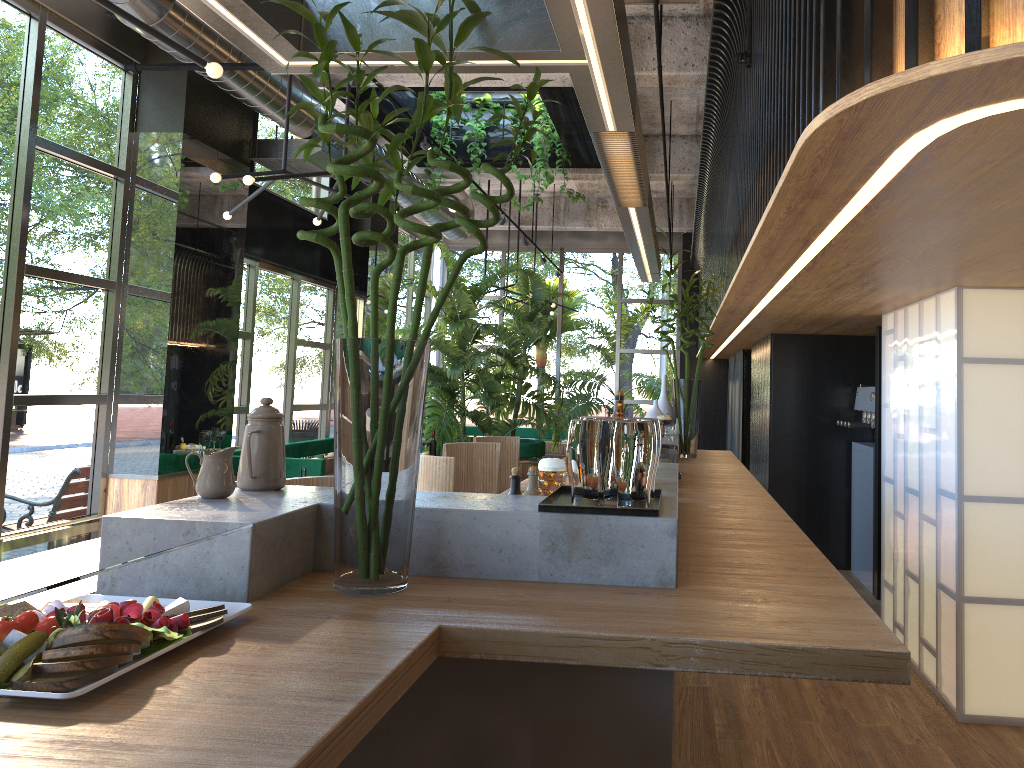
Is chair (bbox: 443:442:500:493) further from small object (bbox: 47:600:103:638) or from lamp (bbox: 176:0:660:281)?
small object (bbox: 47:600:103:638)

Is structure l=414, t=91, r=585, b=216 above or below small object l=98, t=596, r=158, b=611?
above

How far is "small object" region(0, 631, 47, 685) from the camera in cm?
119

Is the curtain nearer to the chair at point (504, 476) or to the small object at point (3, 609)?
the chair at point (504, 476)

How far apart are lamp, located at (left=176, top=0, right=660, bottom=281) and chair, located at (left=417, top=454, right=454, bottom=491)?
1.5m

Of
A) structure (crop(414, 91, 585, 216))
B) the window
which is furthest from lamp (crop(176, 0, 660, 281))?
the window

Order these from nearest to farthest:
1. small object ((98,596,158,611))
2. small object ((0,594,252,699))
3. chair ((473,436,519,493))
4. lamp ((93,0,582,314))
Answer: small object ((0,594,252,699)), small object ((98,596,158,611)), lamp ((93,0,582,314)), chair ((473,436,519,493))

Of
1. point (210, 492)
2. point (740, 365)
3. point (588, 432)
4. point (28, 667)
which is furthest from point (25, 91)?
point (740, 365)

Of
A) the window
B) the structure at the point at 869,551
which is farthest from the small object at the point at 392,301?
the structure at the point at 869,551

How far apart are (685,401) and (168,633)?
4.7m
